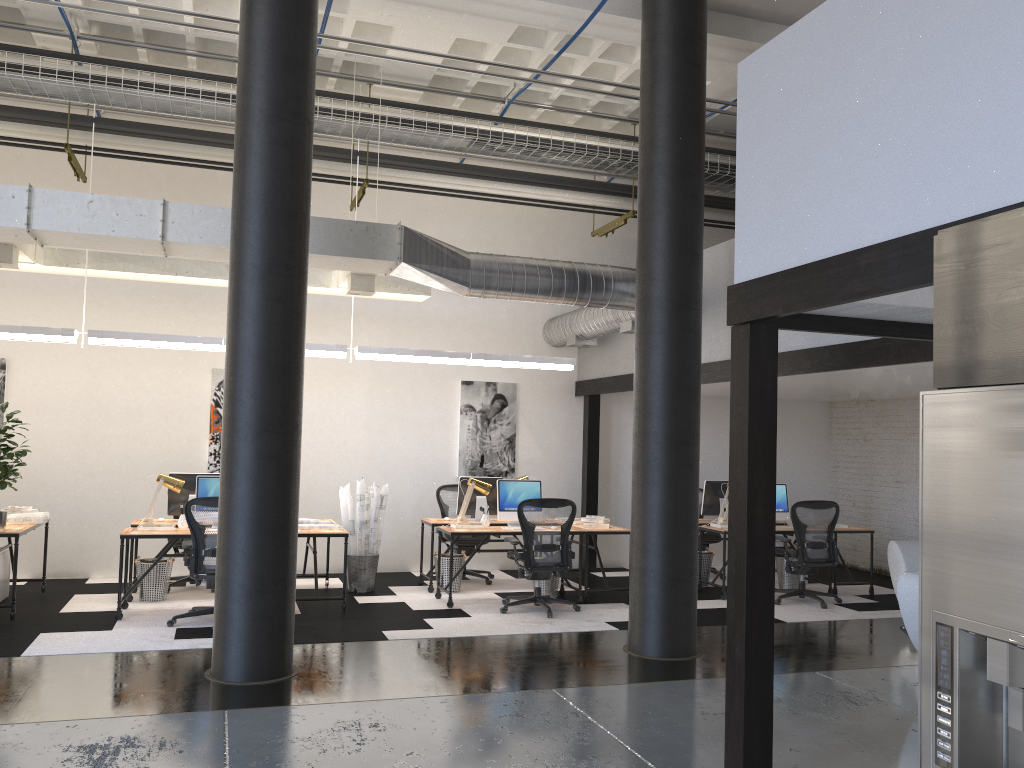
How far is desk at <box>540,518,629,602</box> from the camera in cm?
888

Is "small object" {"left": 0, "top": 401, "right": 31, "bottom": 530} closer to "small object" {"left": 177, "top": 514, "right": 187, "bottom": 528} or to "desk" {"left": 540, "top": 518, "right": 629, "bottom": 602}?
"small object" {"left": 177, "top": 514, "right": 187, "bottom": 528}

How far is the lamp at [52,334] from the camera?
8.0m

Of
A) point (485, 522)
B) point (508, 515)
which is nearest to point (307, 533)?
point (485, 522)

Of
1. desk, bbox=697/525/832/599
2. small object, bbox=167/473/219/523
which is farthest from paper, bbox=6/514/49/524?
desk, bbox=697/525/832/599

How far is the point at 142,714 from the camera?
5.0m

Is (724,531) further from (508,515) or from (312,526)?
(312,526)

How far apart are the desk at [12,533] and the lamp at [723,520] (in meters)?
6.74

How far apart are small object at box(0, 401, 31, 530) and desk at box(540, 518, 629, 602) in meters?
5.1

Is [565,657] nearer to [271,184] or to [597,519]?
[597,519]
